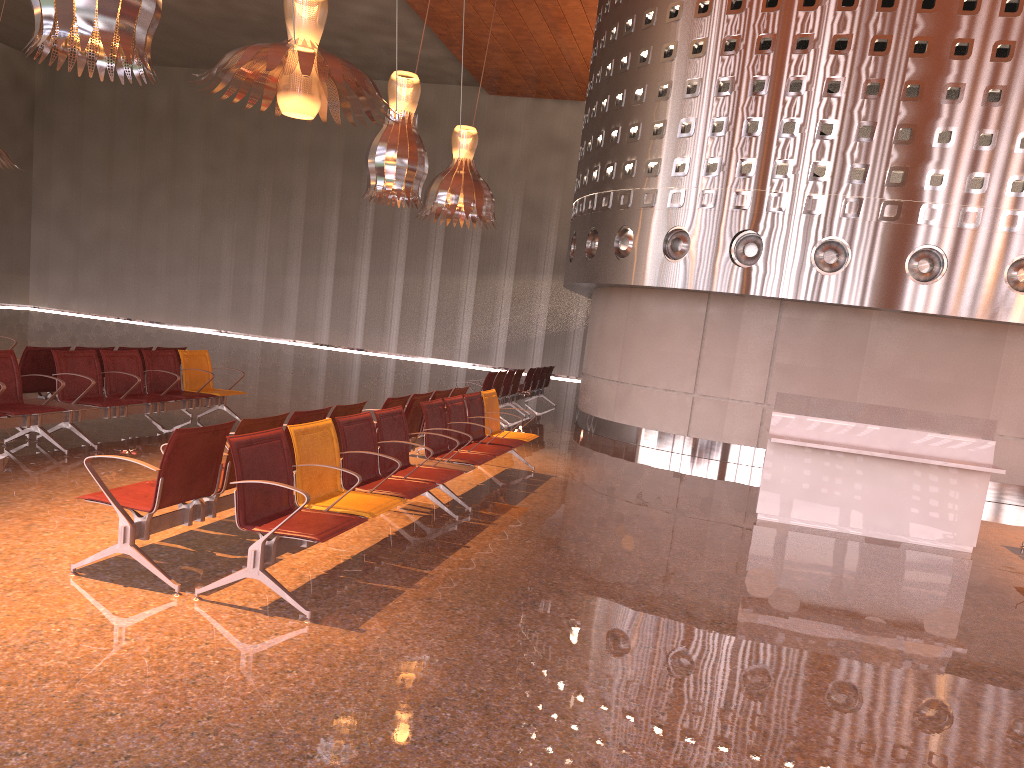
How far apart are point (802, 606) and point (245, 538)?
3.6m
